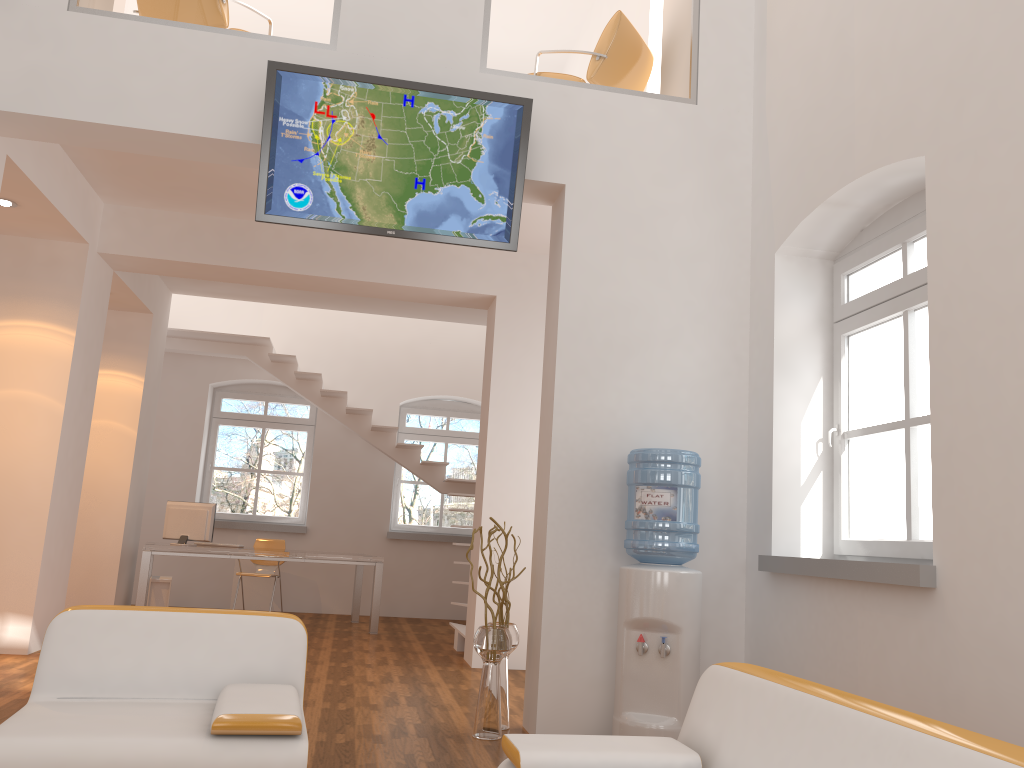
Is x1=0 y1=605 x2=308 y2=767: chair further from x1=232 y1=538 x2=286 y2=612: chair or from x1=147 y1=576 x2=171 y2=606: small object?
x1=232 y1=538 x2=286 y2=612: chair

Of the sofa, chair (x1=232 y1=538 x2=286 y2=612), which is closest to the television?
the sofa

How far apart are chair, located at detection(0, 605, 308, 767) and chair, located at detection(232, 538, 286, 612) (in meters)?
6.61

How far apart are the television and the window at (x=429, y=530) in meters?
6.8 m

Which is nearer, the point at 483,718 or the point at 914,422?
the point at 914,422

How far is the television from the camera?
4.60m

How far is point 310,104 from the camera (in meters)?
4.60

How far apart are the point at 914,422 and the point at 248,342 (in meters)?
7.74

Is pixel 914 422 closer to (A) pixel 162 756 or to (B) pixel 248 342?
(A) pixel 162 756

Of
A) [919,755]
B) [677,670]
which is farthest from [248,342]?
[919,755]
